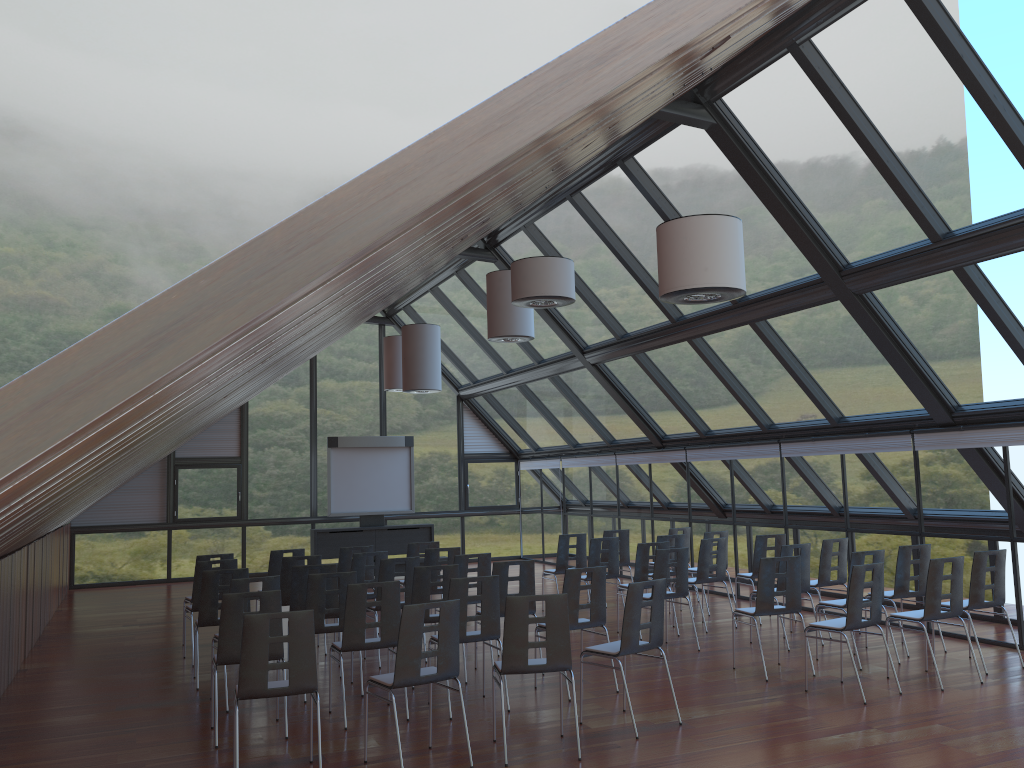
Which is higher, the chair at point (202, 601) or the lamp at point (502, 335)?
the lamp at point (502, 335)

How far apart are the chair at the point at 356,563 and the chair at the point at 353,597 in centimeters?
304cm

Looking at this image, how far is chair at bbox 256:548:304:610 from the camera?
11.78m

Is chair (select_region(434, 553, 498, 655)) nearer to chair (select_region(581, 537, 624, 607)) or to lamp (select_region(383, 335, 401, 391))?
chair (select_region(581, 537, 624, 607))

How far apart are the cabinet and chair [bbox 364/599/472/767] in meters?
12.1

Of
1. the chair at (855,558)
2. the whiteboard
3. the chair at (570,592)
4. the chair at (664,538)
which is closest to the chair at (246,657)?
the chair at (570,592)

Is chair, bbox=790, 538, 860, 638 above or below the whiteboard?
below

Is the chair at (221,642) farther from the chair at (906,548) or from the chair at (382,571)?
the chair at (906,548)

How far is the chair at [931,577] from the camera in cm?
834

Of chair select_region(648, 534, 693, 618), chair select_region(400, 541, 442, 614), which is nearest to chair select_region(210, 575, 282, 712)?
chair select_region(400, 541, 442, 614)
